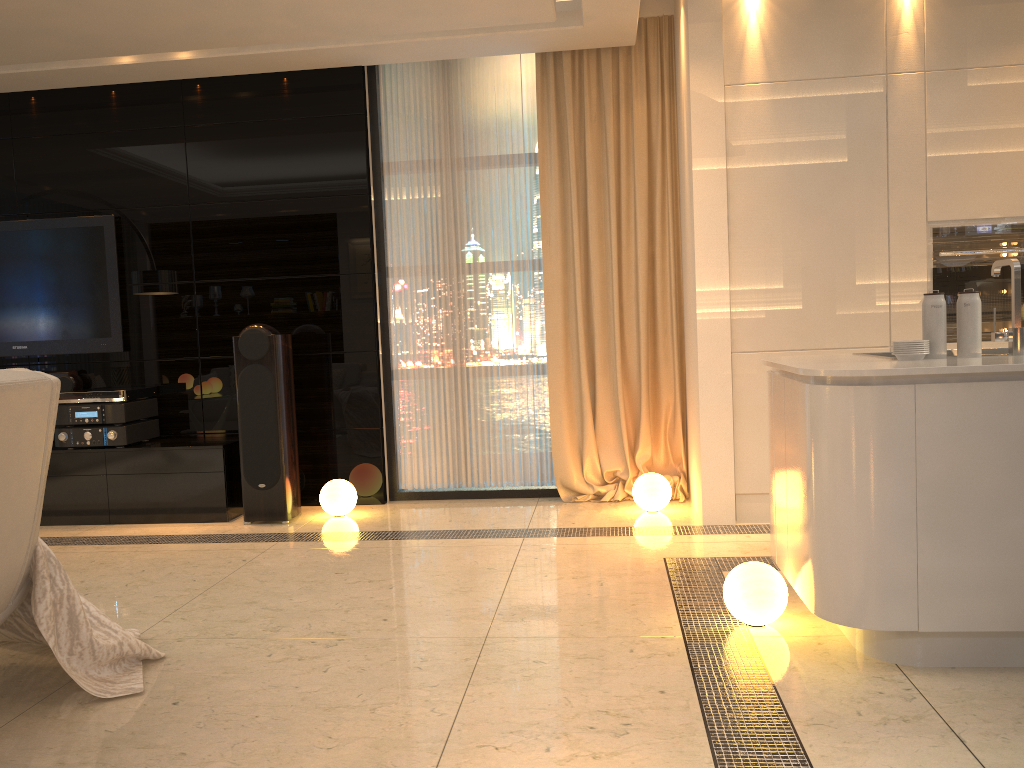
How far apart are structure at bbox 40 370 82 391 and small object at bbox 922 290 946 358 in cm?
480

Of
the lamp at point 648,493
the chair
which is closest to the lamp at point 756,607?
the lamp at point 648,493

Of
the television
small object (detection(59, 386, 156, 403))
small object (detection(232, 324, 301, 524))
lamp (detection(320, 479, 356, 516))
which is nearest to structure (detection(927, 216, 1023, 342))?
lamp (detection(320, 479, 356, 516))

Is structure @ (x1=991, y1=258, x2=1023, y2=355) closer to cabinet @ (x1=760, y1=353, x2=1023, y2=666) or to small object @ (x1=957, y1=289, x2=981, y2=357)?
small object @ (x1=957, y1=289, x2=981, y2=357)

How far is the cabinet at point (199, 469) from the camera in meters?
5.1 m

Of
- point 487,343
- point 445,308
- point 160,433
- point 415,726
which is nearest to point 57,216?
point 160,433

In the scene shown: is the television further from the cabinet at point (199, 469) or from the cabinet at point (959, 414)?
the cabinet at point (959, 414)

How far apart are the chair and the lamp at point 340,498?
2.4m

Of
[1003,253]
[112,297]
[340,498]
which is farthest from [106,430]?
[1003,253]

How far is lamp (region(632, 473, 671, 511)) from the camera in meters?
4.8 m
